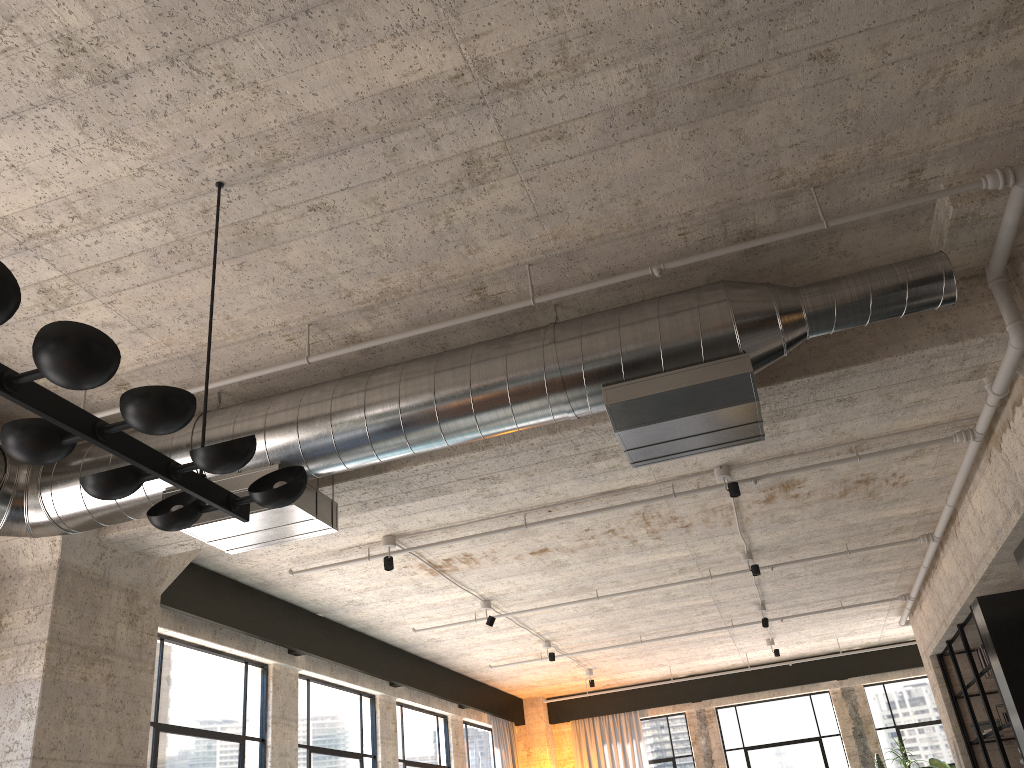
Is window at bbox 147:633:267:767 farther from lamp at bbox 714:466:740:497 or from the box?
the box

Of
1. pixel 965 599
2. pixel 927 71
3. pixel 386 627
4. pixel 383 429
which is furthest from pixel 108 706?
pixel 965 599

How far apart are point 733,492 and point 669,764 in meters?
9.4 m

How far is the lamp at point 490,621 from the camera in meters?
8.7

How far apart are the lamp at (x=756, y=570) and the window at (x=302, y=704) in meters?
4.3 m

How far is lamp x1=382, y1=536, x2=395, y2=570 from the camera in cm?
674

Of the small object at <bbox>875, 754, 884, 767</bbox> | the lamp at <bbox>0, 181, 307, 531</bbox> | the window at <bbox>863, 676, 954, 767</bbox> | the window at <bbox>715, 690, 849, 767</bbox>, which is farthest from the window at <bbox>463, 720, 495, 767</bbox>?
the lamp at <bbox>0, 181, 307, 531</bbox>

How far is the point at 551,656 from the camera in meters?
10.7 m

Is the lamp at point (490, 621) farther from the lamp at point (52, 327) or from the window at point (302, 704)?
the lamp at point (52, 327)

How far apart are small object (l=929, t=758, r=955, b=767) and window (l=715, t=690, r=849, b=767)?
1.4m
